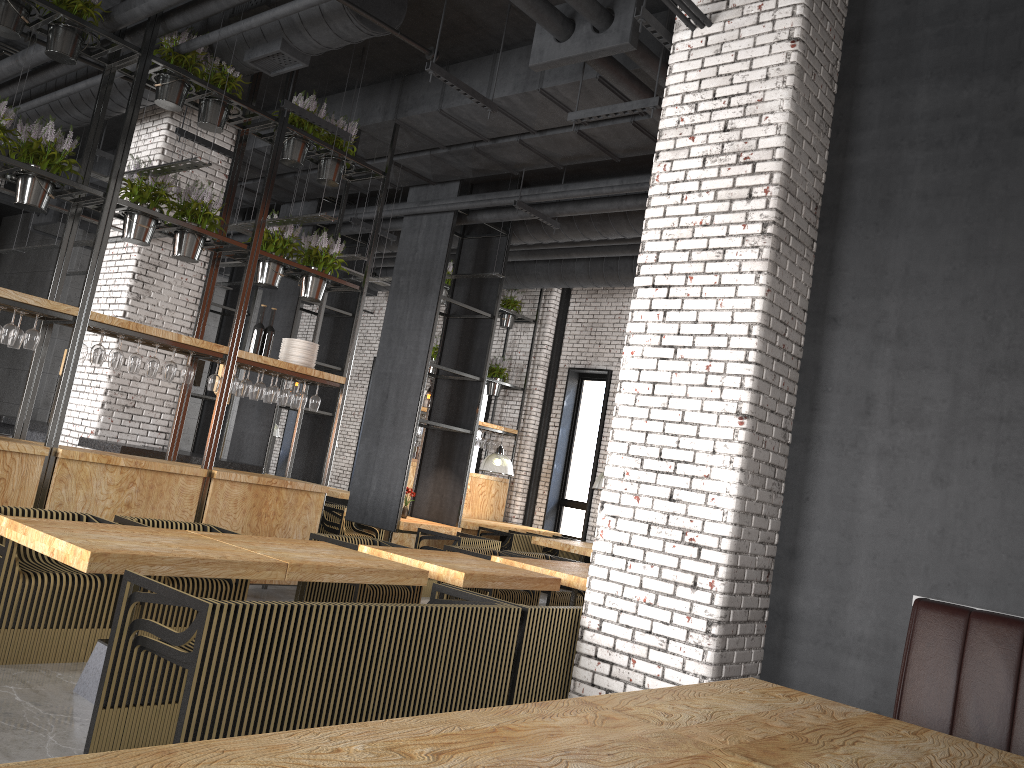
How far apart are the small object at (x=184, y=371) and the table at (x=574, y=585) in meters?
2.8

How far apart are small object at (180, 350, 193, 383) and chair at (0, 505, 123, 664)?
1.91m

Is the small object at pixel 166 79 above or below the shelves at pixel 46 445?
above

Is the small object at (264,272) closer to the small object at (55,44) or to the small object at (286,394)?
the small object at (286,394)

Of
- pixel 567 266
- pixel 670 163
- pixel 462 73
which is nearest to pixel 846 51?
pixel 670 163

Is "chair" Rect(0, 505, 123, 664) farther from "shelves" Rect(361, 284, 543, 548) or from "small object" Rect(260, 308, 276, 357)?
"shelves" Rect(361, 284, 543, 548)

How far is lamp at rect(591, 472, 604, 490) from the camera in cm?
1150

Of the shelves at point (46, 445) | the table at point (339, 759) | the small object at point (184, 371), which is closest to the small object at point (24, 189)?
the shelves at point (46, 445)

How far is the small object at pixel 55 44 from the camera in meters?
6.3

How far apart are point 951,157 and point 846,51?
1.0 meters
